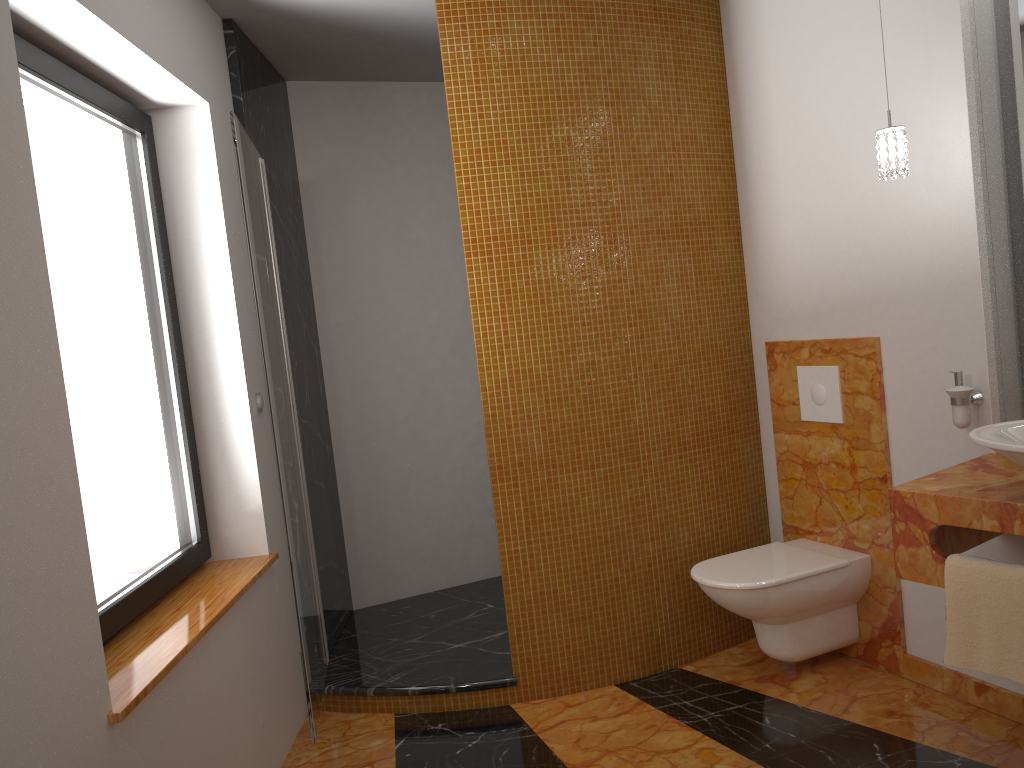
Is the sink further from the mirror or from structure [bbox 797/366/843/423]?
structure [bbox 797/366/843/423]

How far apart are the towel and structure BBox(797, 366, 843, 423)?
0.97m

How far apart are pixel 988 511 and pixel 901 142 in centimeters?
99cm

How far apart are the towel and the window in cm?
205

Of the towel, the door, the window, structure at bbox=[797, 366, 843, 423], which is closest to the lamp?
structure at bbox=[797, 366, 843, 423]

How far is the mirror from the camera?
2.5m

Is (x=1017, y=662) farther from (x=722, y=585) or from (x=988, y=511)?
(x=722, y=585)

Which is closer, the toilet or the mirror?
the mirror

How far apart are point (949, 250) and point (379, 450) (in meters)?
2.53

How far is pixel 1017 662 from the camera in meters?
2.0 m
